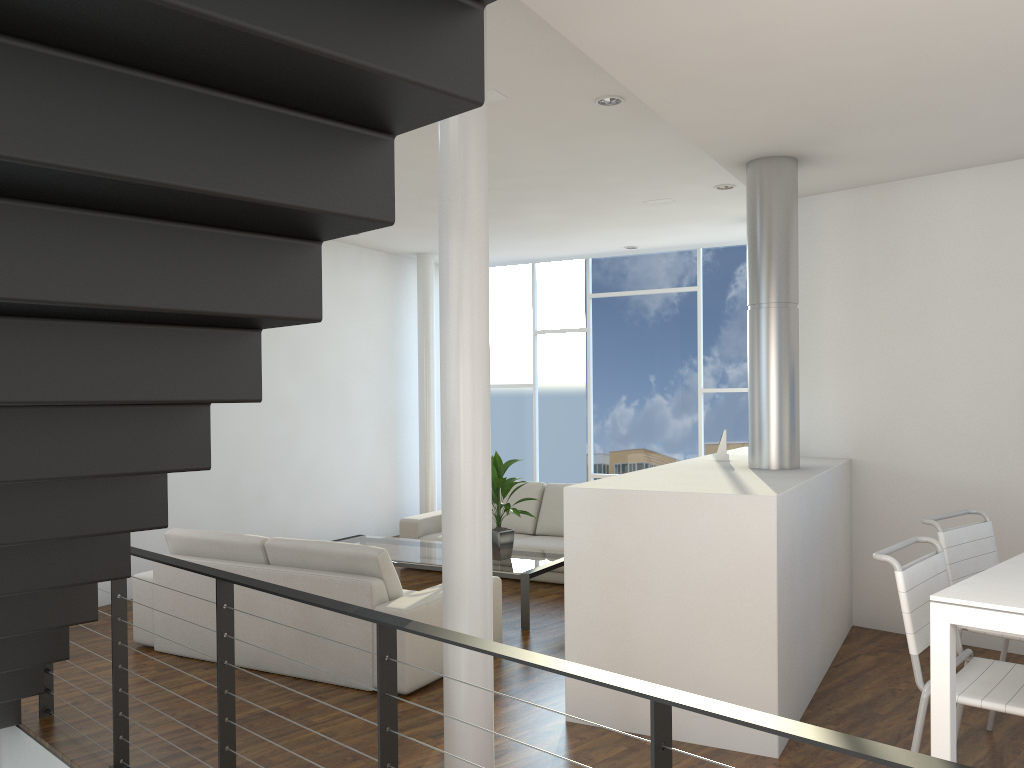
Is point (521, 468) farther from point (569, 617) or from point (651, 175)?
point (569, 617)

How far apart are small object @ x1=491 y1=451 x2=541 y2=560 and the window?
2.95m

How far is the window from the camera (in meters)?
7.41

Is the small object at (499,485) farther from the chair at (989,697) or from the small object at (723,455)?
the chair at (989,697)

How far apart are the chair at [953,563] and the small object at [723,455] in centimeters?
146cm

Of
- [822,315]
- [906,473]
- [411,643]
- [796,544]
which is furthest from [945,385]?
[411,643]

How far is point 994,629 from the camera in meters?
1.8 m

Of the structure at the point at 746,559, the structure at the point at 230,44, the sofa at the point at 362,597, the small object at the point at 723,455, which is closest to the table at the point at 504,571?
the sofa at the point at 362,597

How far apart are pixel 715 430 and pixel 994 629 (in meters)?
5.64

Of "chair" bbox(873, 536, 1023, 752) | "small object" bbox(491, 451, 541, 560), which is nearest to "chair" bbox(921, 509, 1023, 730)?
"chair" bbox(873, 536, 1023, 752)
